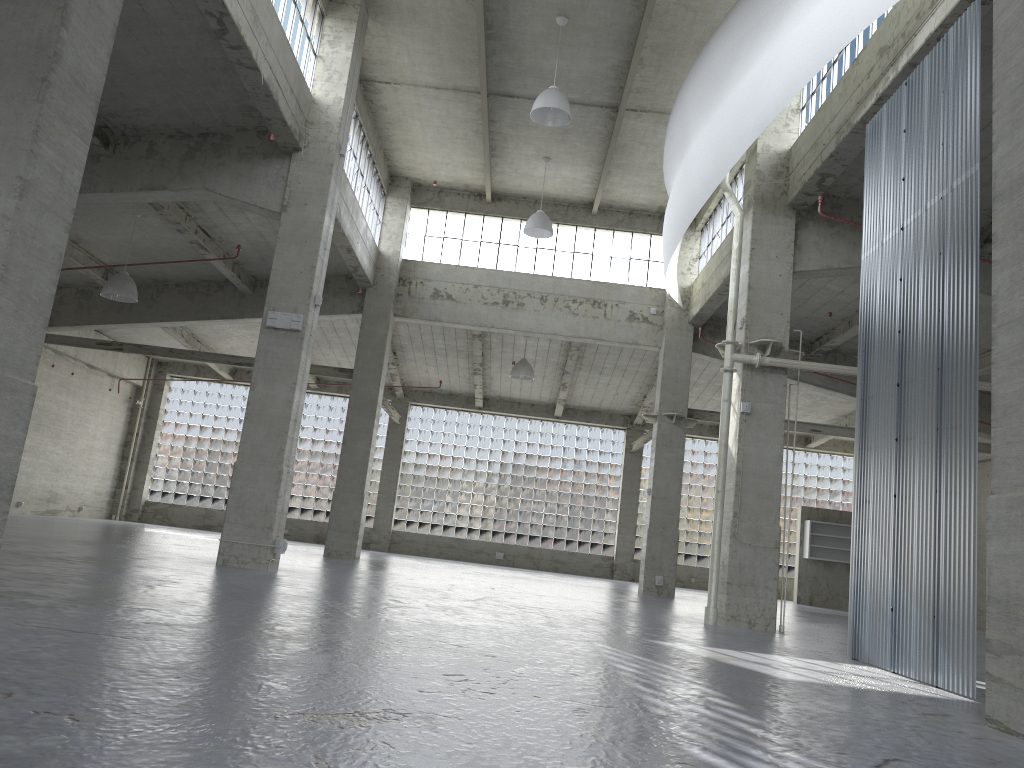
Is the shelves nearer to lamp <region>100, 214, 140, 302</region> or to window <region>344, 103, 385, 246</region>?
window <region>344, 103, 385, 246</region>

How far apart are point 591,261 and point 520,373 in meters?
6.2 m

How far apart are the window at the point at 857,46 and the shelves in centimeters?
2530cm

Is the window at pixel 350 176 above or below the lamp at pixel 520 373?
above

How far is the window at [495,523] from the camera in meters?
48.7

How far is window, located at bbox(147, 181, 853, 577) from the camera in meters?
48.7 m

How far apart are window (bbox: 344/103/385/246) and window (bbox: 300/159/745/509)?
12.83m

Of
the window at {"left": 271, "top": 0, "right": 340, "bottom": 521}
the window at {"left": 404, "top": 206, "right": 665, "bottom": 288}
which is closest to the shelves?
the window at {"left": 404, "top": 206, "right": 665, "bottom": 288}

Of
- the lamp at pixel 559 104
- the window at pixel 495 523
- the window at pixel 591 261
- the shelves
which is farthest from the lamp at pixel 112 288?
the shelves

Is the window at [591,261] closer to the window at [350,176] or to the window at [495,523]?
the window at [350,176]
